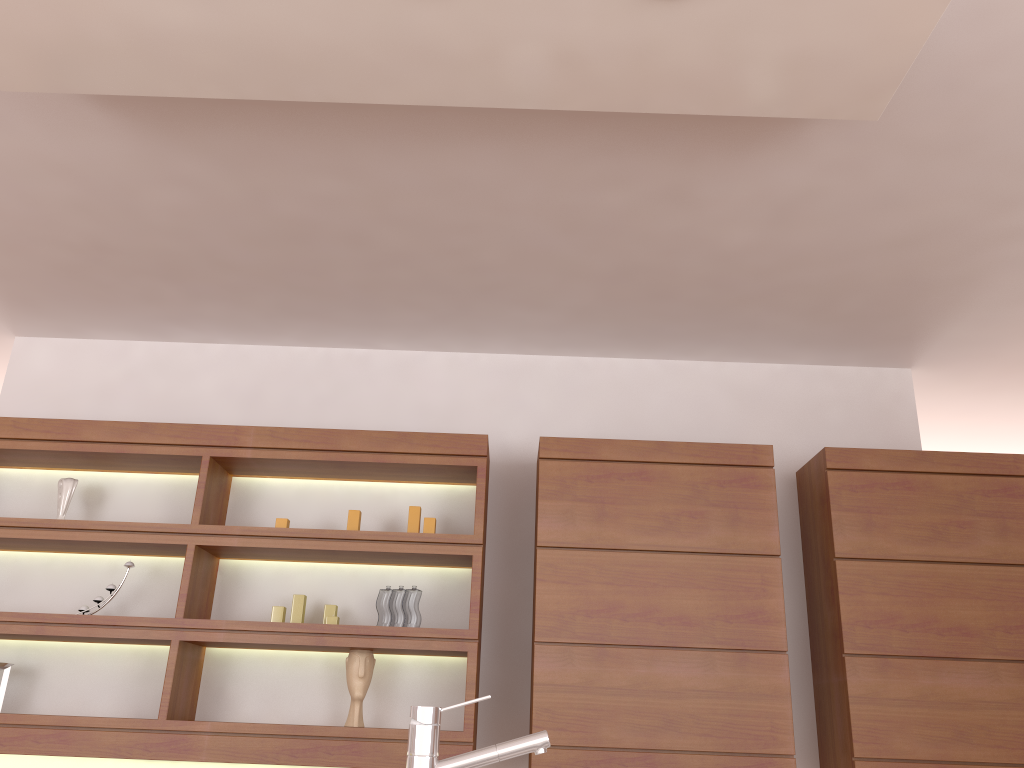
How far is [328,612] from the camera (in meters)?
3.36

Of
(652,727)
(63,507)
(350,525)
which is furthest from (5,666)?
(652,727)

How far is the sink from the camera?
1.21m

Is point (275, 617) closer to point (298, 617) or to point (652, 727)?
point (298, 617)

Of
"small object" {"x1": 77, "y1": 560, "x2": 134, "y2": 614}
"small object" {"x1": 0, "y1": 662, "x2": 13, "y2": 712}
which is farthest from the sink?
"small object" {"x1": 0, "y1": 662, "x2": 13, "y2": 712}

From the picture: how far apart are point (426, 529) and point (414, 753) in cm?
215

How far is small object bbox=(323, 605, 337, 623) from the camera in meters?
3.4

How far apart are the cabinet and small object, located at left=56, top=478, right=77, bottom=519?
0.1m

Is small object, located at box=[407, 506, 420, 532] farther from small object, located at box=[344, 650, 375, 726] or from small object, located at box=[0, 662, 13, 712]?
small object, located at box=[0, 662, 13, 712]

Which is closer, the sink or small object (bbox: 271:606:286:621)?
the sink
